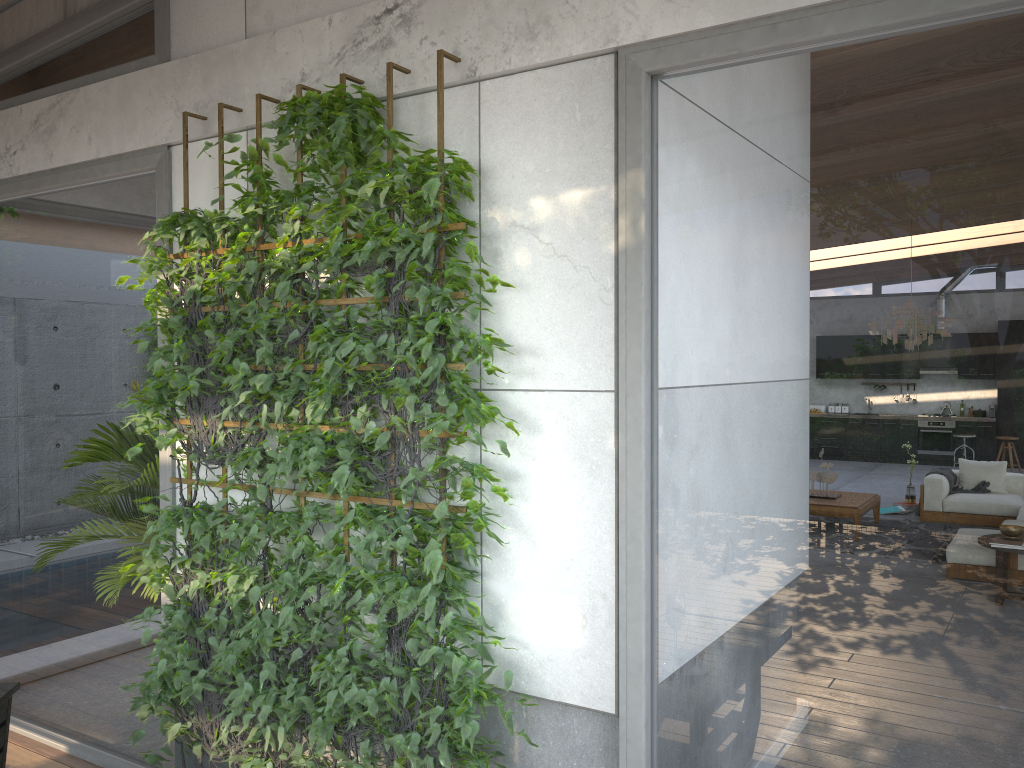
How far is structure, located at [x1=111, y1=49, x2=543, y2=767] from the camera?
2.7m

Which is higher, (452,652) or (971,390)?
(971,390)

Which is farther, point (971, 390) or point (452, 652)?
point (452, 652)

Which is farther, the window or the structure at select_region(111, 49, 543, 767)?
the structure at select_region(111, 49, 543, 767)

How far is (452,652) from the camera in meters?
2.7 m

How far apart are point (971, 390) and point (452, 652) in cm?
160

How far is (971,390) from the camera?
2.08m

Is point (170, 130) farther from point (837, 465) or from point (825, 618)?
point (825, 618)

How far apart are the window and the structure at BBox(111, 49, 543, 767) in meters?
0.1 m

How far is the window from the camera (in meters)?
2.08
